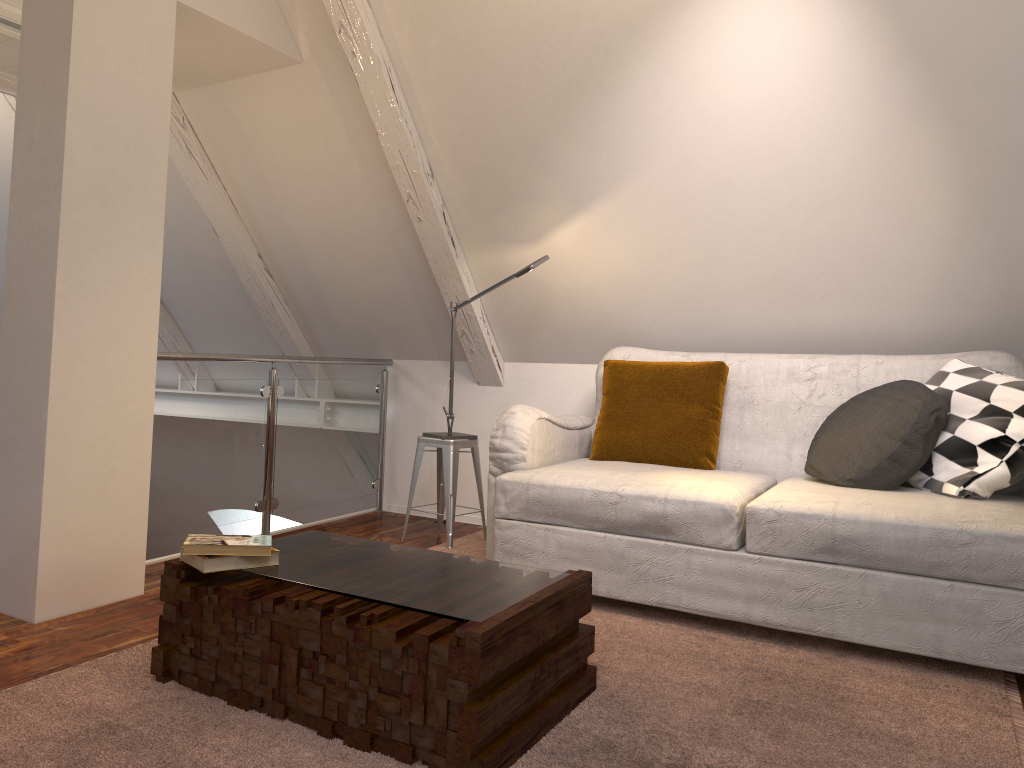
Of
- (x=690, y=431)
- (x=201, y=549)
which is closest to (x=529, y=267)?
(x=690, y=431)

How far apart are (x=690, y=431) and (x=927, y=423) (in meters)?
0.77

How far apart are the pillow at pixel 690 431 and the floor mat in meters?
0.6 m

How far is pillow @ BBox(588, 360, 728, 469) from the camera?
3.1m

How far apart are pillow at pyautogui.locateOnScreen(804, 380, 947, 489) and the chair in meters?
1.3 m

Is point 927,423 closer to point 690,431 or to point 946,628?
point 946,628

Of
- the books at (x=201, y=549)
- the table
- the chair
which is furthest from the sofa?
the books at (x=201, y=549)

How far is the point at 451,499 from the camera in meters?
3.4 m

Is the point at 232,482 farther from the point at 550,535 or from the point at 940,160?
the point at 940,160

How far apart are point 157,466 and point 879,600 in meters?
2.2
